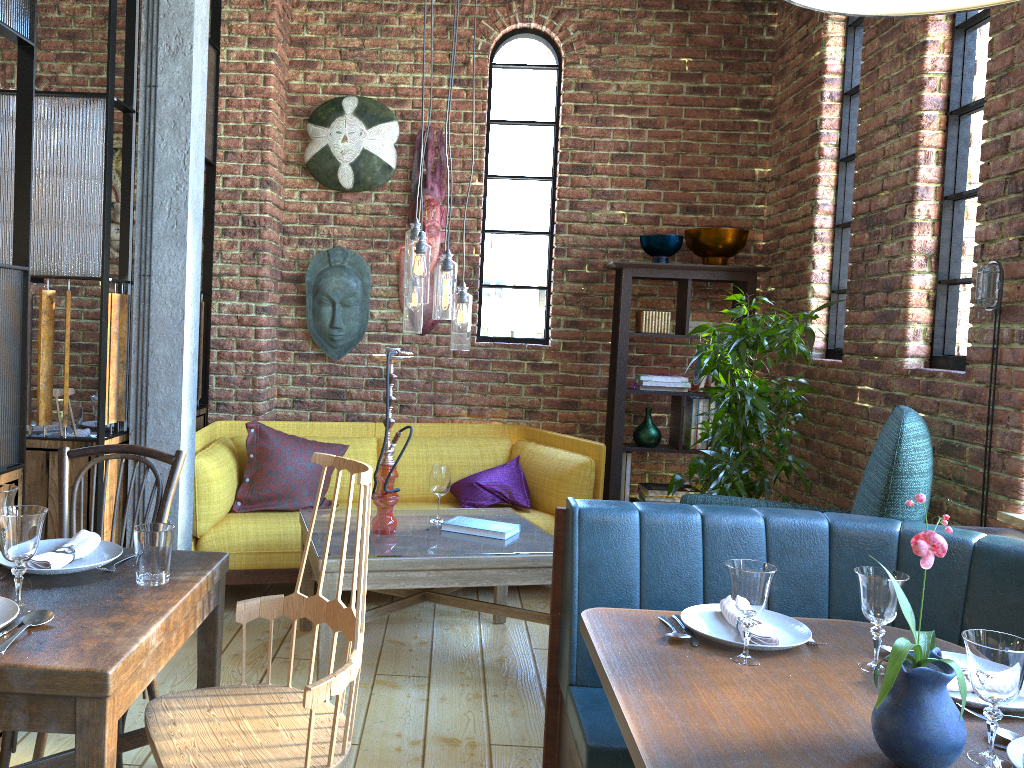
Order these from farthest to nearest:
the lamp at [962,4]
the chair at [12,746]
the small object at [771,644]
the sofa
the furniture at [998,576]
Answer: the sofa → the furniture at [998,576] → the chair at [12,746] → the small object at [771,644] → the lamp at [962,4]

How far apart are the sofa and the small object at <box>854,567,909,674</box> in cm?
248

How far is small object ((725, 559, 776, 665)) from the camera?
1.8 meters

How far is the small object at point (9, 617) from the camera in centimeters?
156cm

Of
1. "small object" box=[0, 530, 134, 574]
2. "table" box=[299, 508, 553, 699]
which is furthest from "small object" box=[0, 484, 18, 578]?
"table" box=[299, 508, 553, 699]

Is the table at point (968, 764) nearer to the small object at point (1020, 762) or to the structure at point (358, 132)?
the small object at point (1020, 762)

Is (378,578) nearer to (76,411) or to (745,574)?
(745,574)

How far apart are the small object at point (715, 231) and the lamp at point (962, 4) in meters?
3.1

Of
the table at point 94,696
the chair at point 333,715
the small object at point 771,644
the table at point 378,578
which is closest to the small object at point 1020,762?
the small object at point 771,644

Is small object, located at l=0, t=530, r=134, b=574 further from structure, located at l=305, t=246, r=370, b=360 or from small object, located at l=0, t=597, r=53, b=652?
structure, located at l=305, t=246, r=370, b=360
